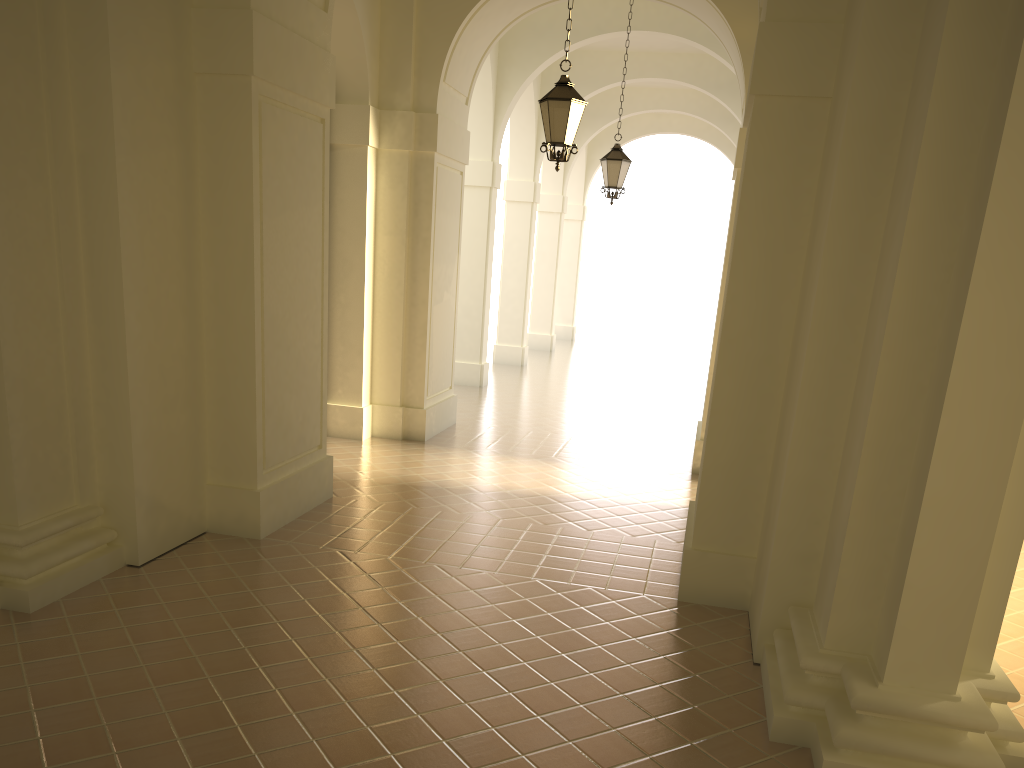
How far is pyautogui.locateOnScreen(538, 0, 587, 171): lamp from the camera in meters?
9.1

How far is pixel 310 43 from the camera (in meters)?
7.60

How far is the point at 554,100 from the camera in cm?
905

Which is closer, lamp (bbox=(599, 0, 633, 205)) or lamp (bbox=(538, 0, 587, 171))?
lamp (bbox=(538, 0, 587, 171))

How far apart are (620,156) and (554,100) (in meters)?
Answer: 5.10

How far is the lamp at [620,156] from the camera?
13.9m

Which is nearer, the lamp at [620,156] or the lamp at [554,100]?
the lamp at [554,100]

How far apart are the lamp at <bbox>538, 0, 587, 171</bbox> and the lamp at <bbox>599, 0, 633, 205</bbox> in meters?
4.8

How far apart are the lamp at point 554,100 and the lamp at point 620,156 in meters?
4.8
